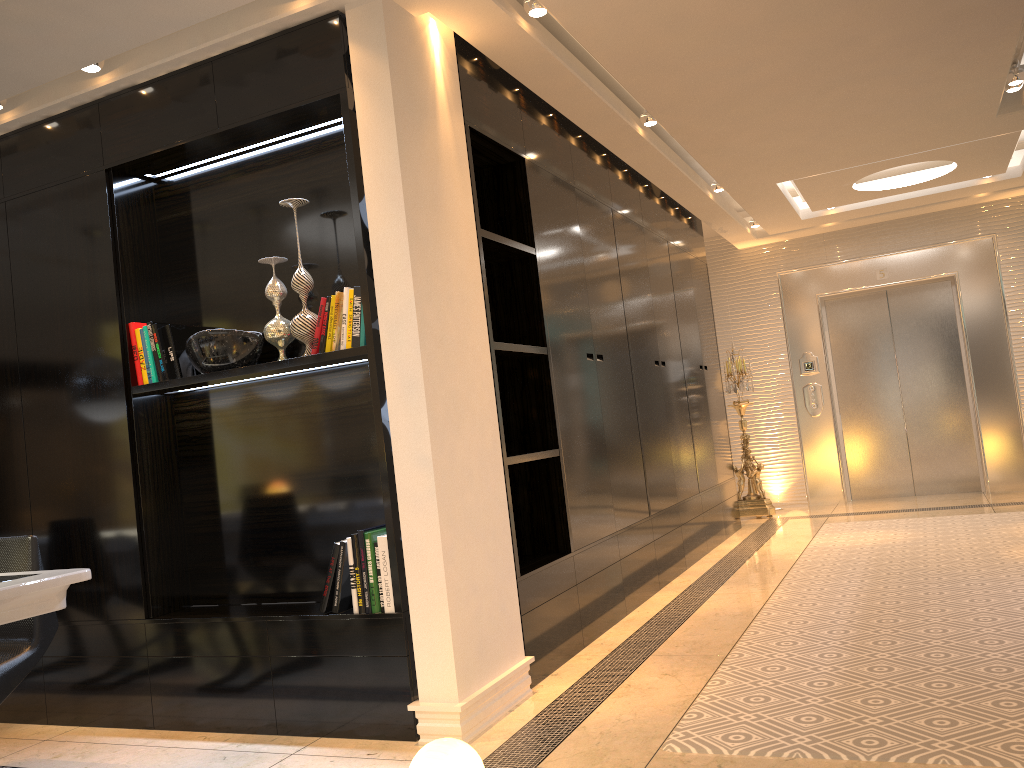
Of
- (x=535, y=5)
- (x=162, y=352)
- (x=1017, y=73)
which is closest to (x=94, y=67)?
(x=162, y=352)

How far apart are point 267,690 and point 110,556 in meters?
0.9 m

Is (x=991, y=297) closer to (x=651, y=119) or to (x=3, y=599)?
(x=651, y=119)

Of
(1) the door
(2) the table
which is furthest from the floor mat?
(2) the table

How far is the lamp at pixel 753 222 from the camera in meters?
8.1

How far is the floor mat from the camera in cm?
261

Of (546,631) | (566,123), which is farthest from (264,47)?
(546,631)

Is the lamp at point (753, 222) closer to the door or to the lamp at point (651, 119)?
the door

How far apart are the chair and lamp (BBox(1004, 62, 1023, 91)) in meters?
5.4 m

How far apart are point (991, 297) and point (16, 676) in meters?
8.1
